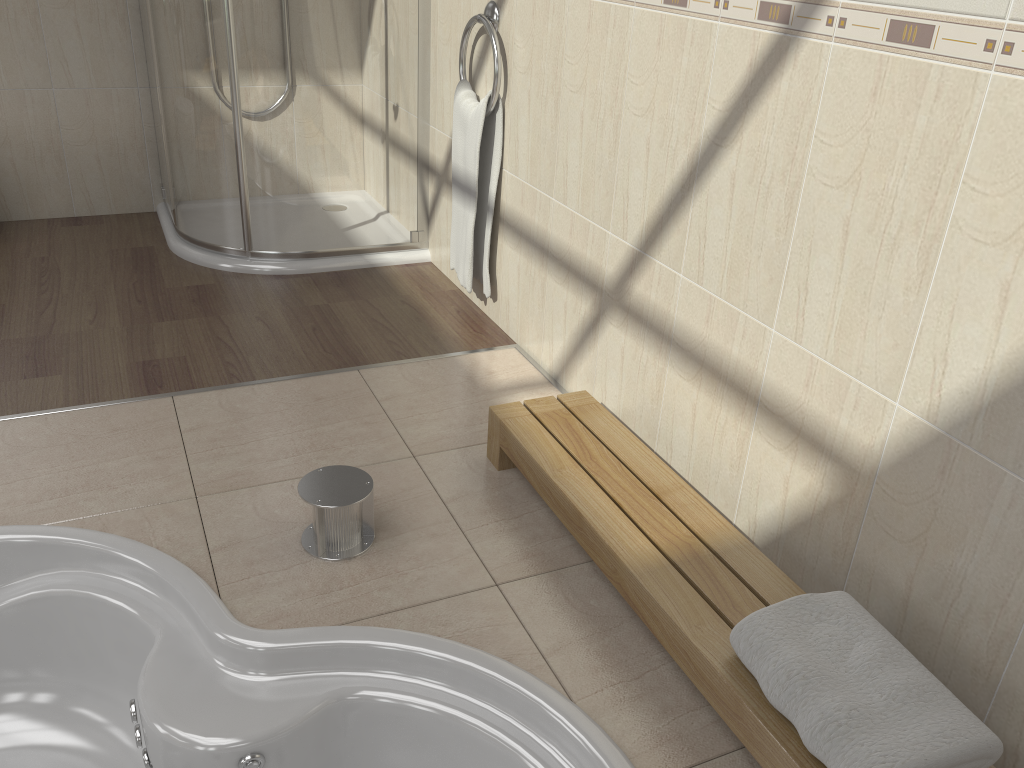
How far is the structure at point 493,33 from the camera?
2.5 meters

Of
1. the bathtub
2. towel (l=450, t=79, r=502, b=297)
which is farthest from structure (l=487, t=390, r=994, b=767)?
towel (l=450, t=79, r=502, b=297)

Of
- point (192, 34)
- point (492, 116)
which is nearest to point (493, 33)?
point (492, 116)

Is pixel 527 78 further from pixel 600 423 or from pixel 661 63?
pixel 600 423

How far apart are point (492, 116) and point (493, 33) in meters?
0.2 m

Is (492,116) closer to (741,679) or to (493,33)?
(493,33)

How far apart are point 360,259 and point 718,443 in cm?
181

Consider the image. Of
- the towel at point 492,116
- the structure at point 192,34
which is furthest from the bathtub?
the structure at point 192,34

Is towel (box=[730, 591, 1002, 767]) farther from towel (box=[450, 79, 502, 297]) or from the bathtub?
towel (box=[450, 79, 502, 297])

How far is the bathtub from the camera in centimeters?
146cm
